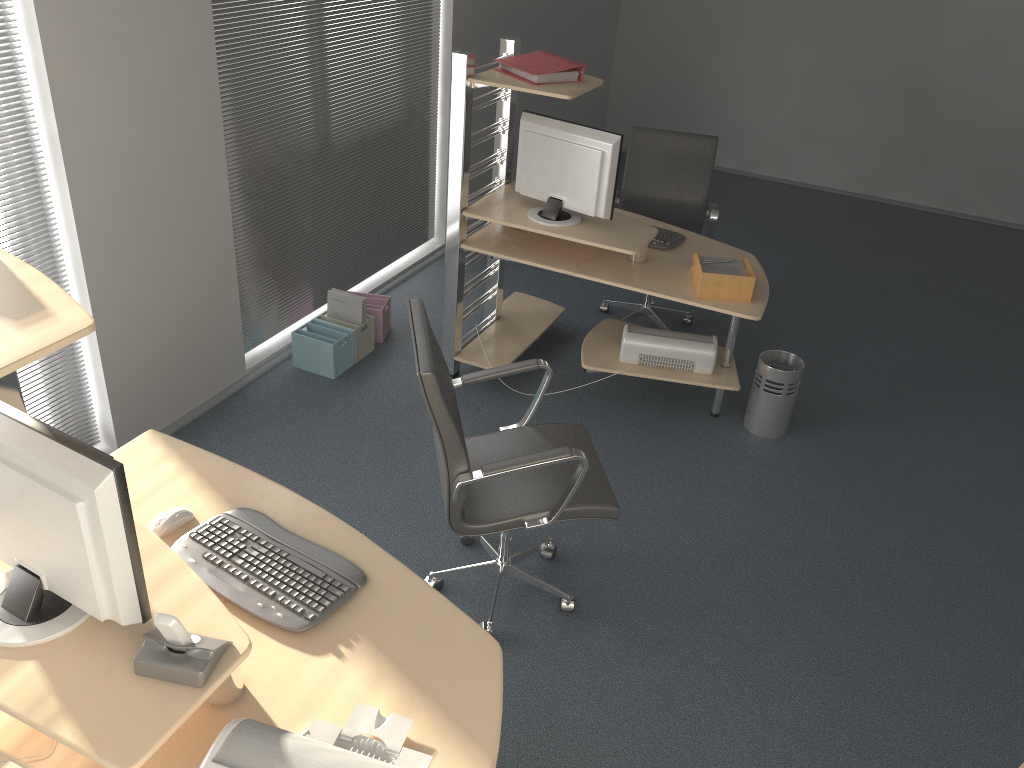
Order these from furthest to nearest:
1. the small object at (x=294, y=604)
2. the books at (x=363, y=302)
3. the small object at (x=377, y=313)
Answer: the small object at (x=377, y=313)
the books at (x=363, y=302)
the small object at (x=294, y=604)

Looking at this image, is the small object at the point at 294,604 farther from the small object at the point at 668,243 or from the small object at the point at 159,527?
the small object at the point at 668,243

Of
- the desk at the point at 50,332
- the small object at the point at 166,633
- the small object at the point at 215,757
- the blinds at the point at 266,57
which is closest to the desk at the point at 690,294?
the blinds at the point at 266,57

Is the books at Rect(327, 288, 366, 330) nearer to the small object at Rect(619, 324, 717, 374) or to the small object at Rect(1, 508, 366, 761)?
the small object at Rect(619, 324, 717, 374)

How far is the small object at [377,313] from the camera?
4.67m

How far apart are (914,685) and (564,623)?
1.18m

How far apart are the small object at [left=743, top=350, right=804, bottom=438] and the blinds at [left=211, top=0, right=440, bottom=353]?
2.32m

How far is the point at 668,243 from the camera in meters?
4.2 m

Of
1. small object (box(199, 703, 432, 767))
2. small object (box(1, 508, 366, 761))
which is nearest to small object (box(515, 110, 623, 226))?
small object (box(1, 508, 366, 761))

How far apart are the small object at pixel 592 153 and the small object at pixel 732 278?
0.4m
